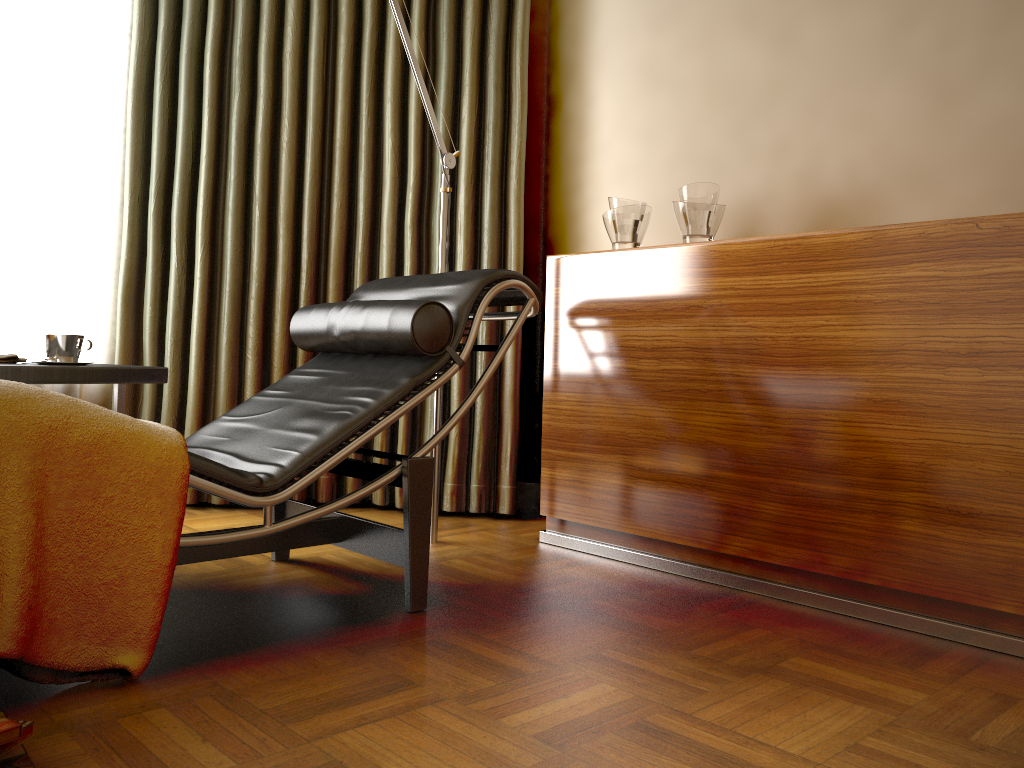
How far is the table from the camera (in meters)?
2.12

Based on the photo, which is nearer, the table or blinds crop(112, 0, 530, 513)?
the table

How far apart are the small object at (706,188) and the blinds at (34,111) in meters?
2.1 m

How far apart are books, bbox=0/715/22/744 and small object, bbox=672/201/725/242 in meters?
2.0

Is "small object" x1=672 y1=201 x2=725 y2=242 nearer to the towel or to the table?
the table

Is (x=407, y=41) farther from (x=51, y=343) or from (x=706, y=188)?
(x=51, y=343)

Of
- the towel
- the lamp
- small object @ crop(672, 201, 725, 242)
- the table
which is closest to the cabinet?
small object @ crop(672, 201, 725, 242)

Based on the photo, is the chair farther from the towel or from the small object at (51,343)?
the towel

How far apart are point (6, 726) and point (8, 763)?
0.0m

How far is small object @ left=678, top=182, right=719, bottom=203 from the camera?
2.5m
